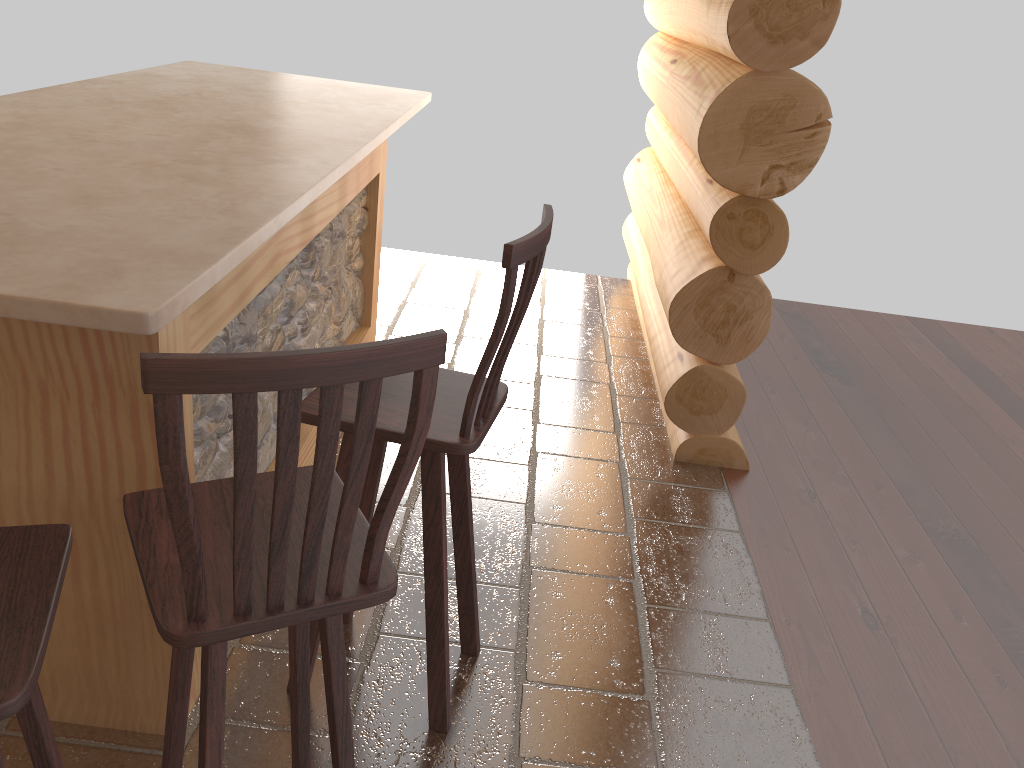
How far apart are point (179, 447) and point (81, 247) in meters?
0.7

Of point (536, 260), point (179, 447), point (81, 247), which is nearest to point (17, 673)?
point (179, 447)

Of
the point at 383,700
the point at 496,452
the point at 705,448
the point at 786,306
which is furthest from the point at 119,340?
the point at 786,306

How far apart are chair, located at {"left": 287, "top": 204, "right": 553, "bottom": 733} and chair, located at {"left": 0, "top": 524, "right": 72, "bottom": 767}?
0.6 meters

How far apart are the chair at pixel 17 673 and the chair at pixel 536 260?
0.6 meters

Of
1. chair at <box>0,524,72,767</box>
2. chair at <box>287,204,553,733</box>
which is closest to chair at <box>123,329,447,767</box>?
chair at <box>0,524,72,767</box>

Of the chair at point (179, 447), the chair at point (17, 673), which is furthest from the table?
the chair at point (17, 673)

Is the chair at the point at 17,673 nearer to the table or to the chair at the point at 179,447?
the chair at the point at 179,447

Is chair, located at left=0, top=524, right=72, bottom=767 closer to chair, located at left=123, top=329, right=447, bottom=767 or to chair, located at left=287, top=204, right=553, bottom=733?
chair, located at left=123, top=329, right=447, bottom=767

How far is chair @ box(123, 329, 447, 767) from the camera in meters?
1.1
